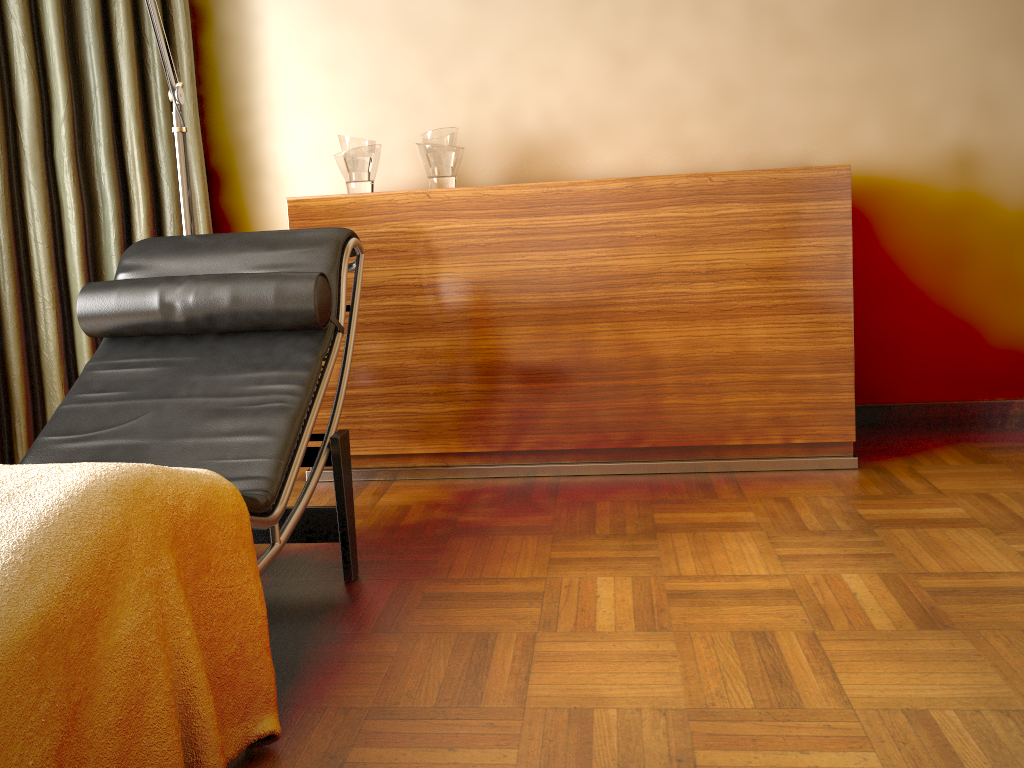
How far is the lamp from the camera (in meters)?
2.29

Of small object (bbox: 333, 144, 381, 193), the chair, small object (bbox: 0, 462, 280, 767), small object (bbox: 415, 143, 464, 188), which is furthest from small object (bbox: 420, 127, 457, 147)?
small object (bbox: 0, 462, 280, 767)

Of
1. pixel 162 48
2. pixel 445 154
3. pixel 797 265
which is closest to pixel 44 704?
pixel 162 48

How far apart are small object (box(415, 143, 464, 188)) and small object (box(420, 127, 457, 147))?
0.0 meters

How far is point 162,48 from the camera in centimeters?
230cm

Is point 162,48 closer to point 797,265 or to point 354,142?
point 354,142

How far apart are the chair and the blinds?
0.6m

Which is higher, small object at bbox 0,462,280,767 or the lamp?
the lamp

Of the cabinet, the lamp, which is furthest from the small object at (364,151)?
the lamp

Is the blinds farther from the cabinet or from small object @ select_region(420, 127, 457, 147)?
small object @ select_region(420, 127, 457, 147)
